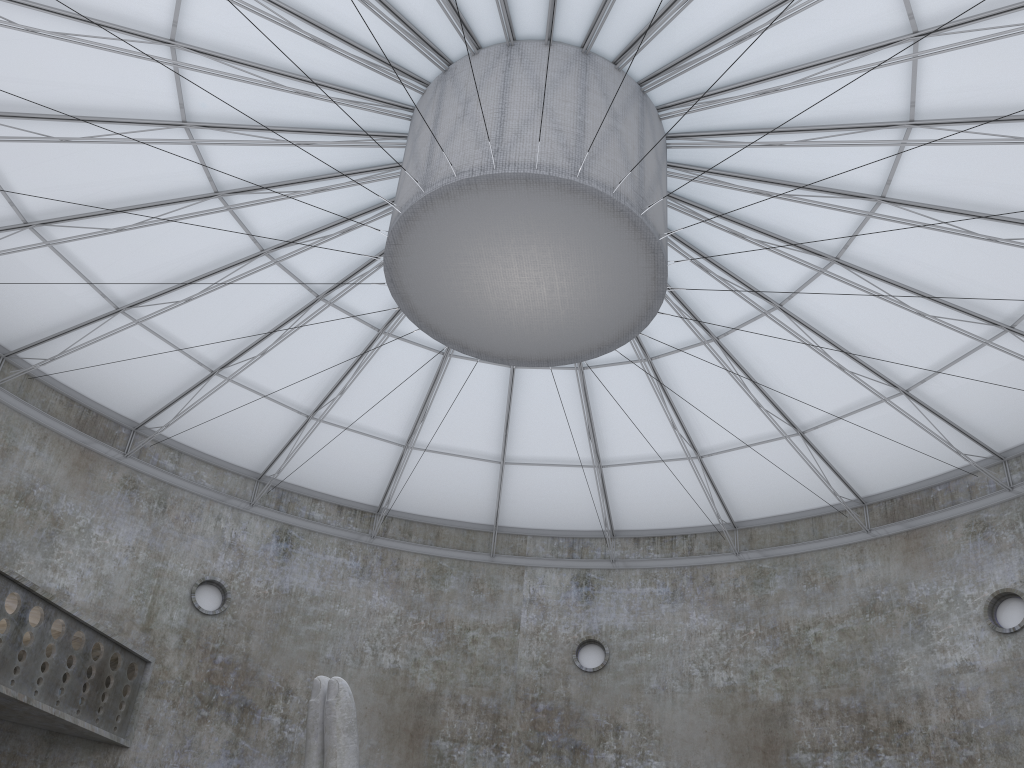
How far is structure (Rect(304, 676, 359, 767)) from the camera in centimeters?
1449cm

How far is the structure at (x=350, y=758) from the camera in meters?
14.5 m

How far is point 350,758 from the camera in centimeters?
1449cm

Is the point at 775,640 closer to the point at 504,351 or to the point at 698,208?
the point at 698,208
